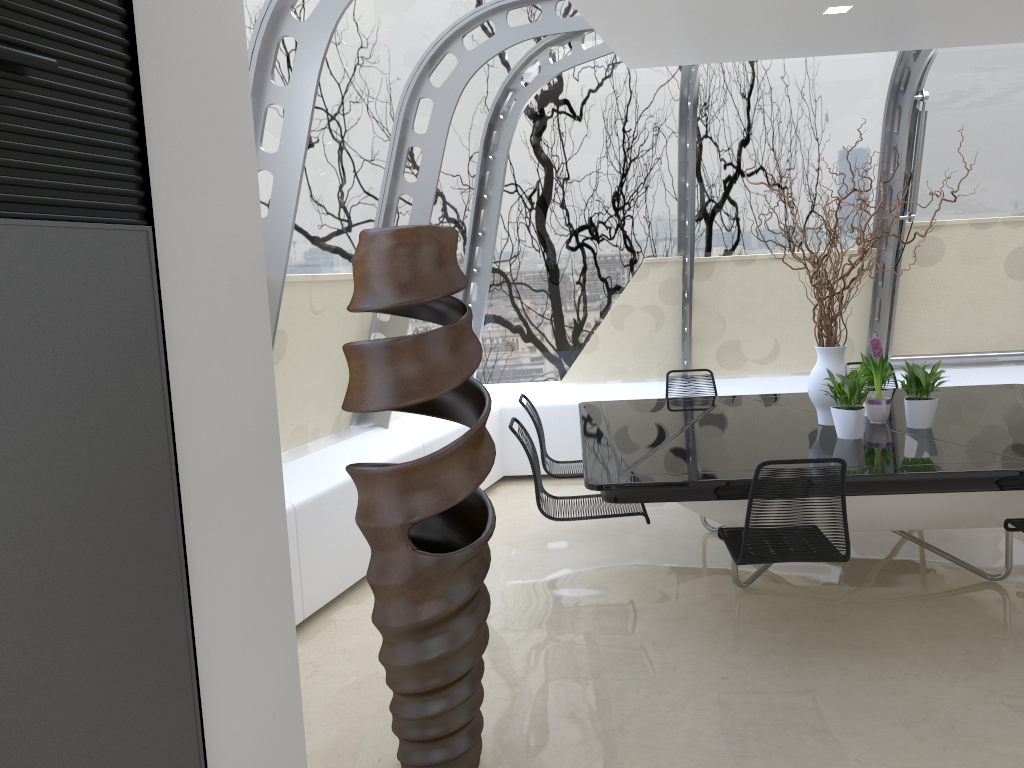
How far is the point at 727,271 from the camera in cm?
714

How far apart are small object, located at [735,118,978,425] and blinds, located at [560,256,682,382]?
2.22m

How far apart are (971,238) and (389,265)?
5.9 meters

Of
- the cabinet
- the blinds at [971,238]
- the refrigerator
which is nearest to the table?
the blinds at [971,238]

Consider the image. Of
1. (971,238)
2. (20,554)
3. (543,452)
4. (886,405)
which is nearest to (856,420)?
(886,405)

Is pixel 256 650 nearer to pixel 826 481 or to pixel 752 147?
pixel 826 481

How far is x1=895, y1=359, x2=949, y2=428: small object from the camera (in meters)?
4.59

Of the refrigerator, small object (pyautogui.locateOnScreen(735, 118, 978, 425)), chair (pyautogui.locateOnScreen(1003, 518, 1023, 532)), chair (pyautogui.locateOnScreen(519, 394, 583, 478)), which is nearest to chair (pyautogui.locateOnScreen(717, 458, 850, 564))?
chair (pyautogui.locateOnScreen(1003, 518, 1023, 532))

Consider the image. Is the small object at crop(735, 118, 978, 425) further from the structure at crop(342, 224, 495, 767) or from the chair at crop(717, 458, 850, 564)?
the structure at crop(342, 224, 495, 767)

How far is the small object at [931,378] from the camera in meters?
4.6 m
